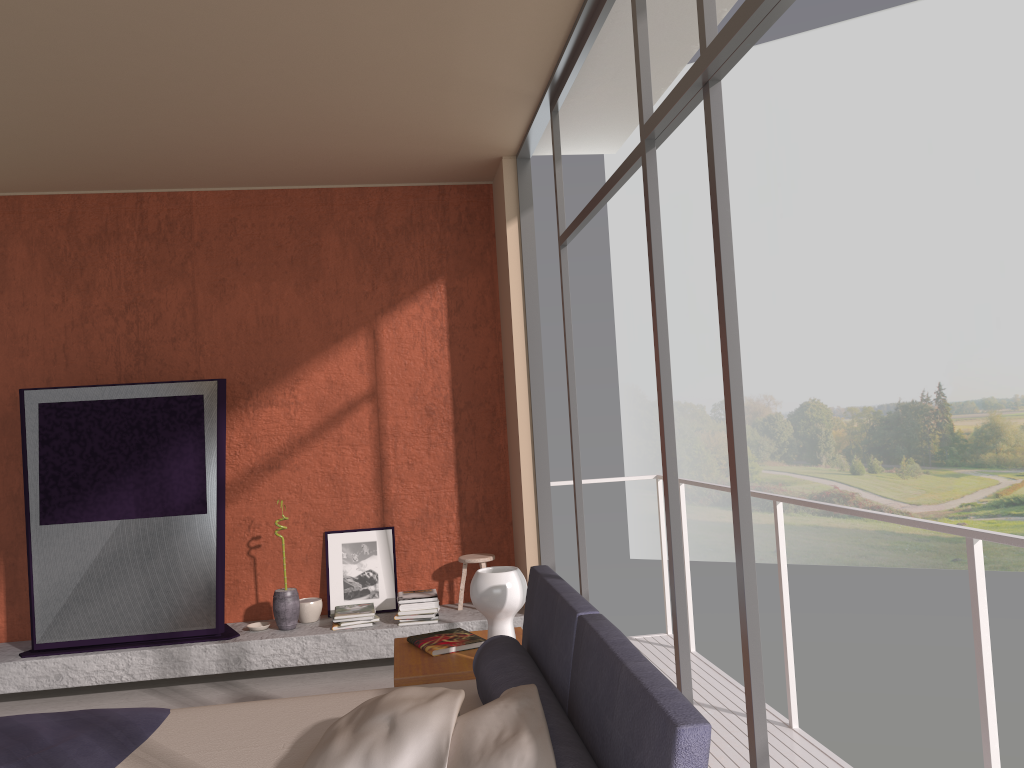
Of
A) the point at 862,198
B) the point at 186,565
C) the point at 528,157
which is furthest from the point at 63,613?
the point at 862,198

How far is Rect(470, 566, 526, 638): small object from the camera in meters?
3.3 m

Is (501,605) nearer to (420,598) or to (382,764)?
(382,764)

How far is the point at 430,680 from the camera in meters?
3.3 m

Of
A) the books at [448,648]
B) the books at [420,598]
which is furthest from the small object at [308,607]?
the books at [448,648]

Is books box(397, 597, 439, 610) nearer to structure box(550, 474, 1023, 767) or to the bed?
structure box(550, 474, 1023, 767)

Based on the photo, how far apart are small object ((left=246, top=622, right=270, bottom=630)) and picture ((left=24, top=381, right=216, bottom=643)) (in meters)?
0.26

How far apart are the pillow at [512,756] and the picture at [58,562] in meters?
3.5 m

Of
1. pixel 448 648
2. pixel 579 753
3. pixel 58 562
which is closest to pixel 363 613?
pixel 58 562

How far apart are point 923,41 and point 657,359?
20.5m
